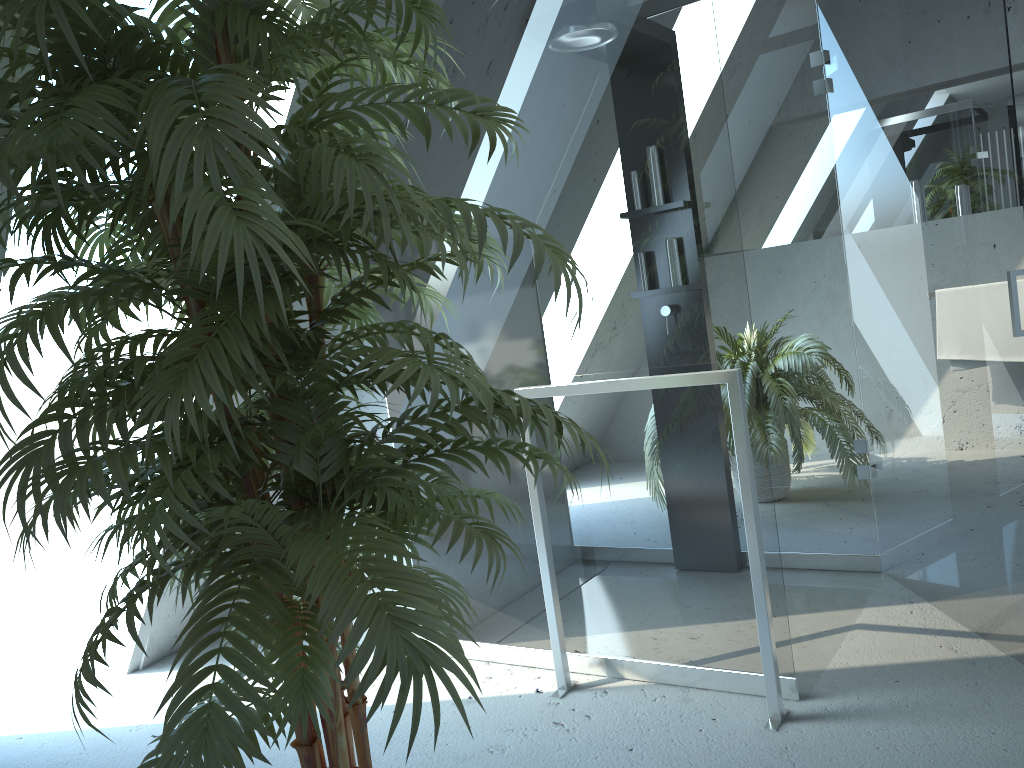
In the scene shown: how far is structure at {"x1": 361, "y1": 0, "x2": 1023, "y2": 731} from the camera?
2.2 meters

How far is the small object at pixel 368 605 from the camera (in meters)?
1.02

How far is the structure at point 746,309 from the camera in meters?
2.2

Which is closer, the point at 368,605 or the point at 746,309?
the point at 368,605

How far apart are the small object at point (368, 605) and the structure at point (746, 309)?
0.6m

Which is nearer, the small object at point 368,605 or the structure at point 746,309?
A: the small object at point 368,605

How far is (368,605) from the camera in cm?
102

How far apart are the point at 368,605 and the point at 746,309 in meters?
1.4 m
